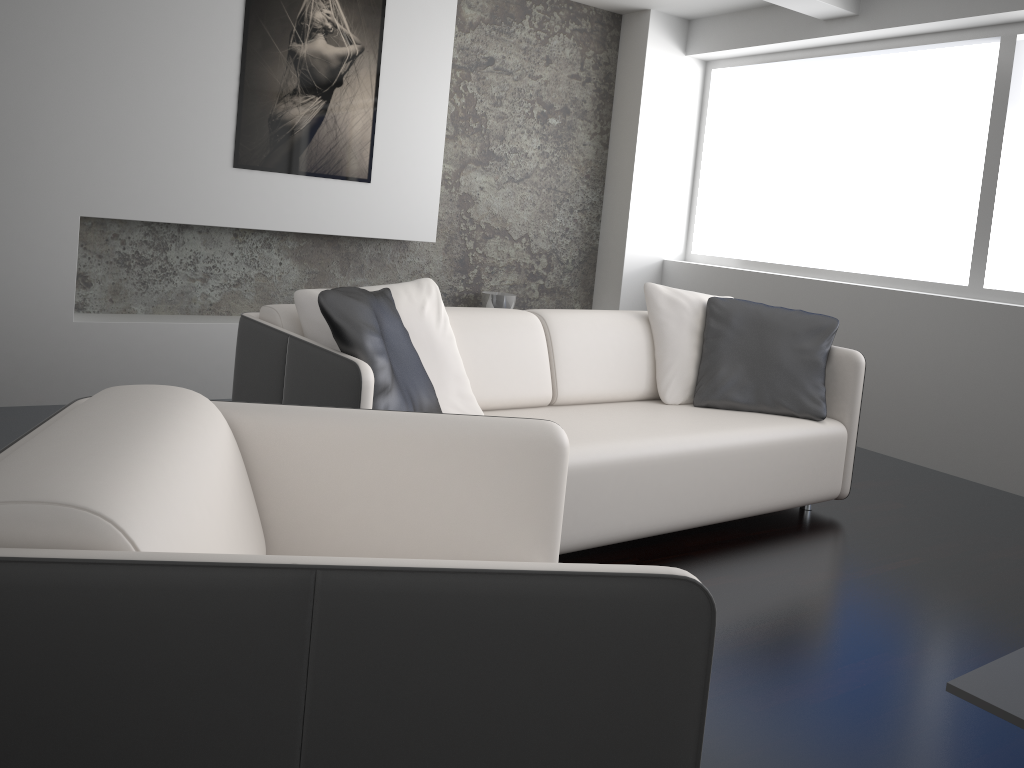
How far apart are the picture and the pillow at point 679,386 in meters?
1.8

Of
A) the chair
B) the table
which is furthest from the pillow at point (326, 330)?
the table

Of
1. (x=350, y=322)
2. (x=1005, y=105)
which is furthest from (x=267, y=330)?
(x=1005, y=105)

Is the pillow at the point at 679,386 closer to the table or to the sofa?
the sofa

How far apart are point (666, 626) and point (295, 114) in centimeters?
393cm

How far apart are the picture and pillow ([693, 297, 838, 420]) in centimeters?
203cm

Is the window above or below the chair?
above

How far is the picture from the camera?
4.3m

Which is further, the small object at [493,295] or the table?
the small object at [493,295]

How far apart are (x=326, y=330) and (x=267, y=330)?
0.2m
